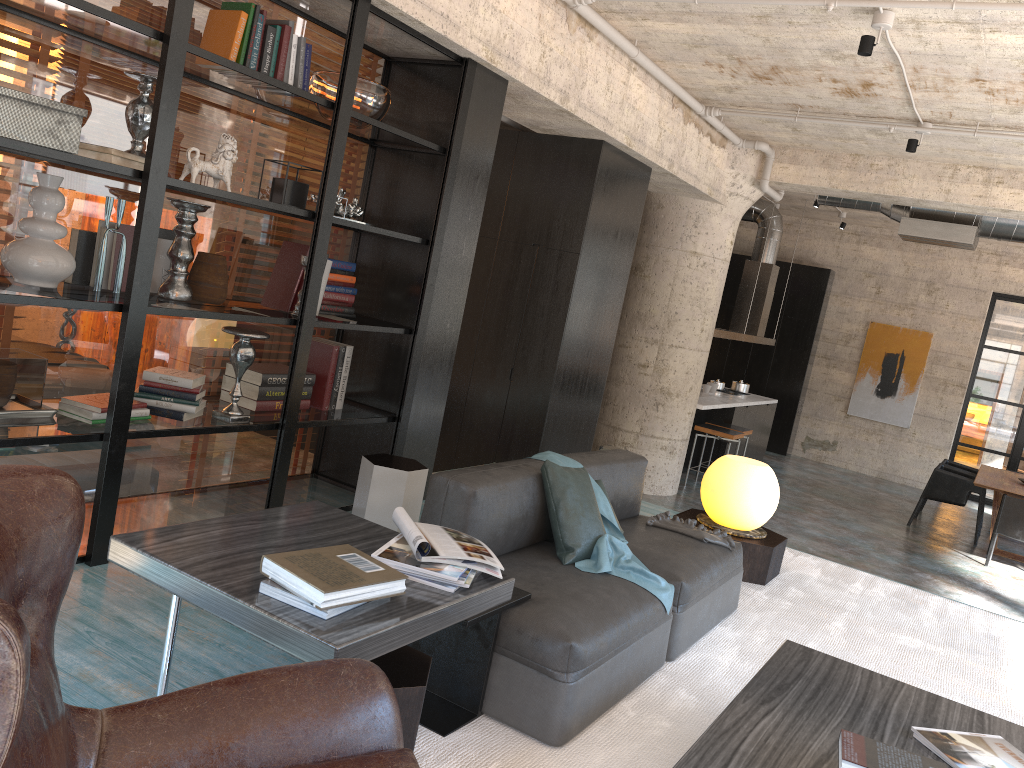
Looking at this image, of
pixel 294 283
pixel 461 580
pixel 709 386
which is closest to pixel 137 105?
pixel 294 283

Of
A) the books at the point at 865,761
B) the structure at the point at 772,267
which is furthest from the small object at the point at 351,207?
the structure at the point at 772,267

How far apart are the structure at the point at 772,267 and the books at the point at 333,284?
6.21m

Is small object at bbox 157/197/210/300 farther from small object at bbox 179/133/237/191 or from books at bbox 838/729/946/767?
books at bbox 838/729/946/767

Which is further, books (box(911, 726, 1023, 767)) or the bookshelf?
the bookshelf

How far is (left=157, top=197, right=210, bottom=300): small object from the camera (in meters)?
3.95

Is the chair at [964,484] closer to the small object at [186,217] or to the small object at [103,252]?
the small object at [186,217]

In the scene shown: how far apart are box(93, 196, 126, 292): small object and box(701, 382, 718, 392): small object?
8.73m

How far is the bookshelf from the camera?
3.4 meters

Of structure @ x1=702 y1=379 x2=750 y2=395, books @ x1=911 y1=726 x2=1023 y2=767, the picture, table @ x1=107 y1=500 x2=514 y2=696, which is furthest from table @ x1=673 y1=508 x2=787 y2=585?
the picture
